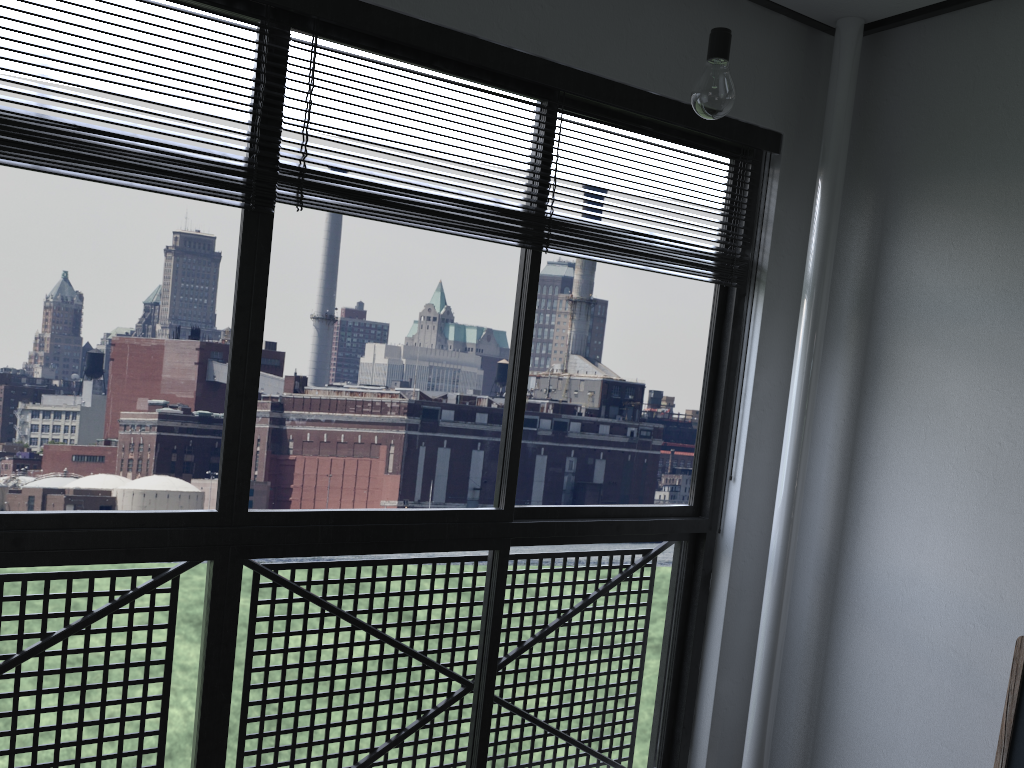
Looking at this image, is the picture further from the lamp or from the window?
the lamp

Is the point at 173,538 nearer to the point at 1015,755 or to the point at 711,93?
the point at 711,93

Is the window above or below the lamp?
below

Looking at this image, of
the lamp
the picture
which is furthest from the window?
the picture

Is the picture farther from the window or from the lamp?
the lamp

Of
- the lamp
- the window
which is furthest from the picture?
the lamp

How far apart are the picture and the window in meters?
0.9 m

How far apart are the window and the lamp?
0.6 meters

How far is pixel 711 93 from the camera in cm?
160

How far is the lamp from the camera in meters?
1.6
